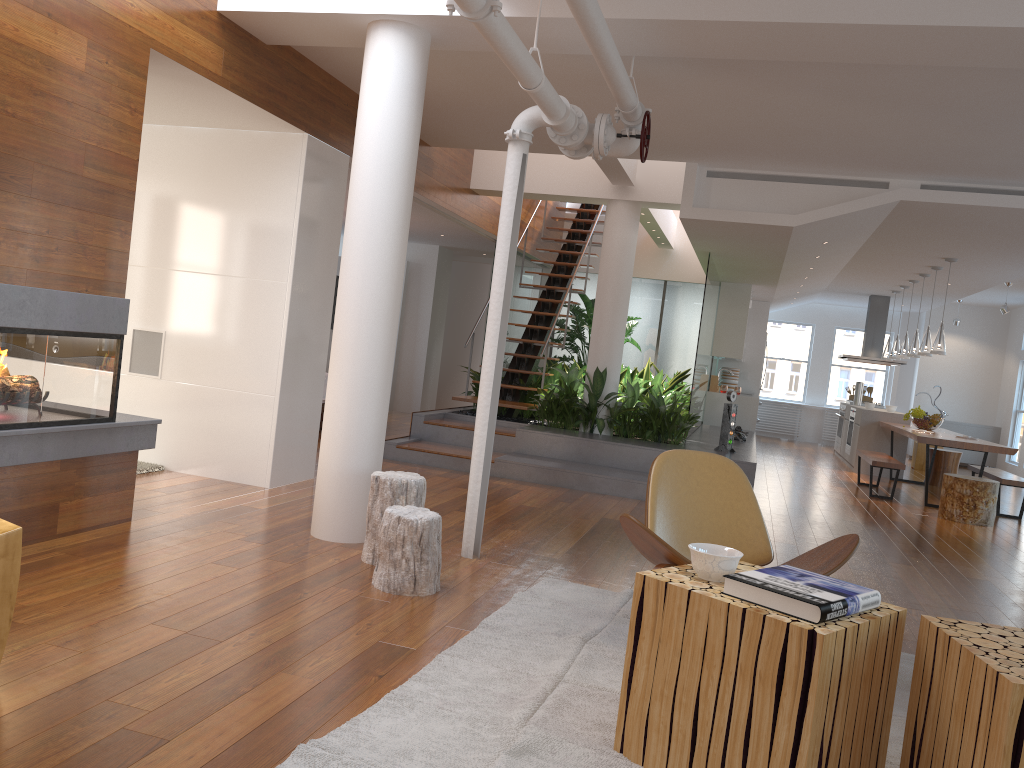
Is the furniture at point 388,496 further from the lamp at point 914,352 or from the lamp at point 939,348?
the lamp at point 914,352

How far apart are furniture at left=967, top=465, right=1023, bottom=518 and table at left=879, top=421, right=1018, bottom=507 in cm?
38

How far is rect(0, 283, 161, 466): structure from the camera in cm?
360

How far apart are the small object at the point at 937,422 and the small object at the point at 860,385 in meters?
2.9

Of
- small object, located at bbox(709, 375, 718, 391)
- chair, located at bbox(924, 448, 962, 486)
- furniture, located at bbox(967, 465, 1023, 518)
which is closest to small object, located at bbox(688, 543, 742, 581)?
furniture, located at bbox(967, 465, 1023, 518)

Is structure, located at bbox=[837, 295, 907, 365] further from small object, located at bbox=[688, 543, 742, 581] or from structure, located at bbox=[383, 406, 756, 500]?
small object, located at bbox=[688, 543, 742, 581]

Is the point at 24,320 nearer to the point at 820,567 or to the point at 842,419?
the point at 820,567

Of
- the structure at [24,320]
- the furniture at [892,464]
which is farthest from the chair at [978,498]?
the structure at [24,320]

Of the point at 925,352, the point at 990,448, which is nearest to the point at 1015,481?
the point at 990,448

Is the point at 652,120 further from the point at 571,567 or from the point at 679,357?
the point at 679,357
